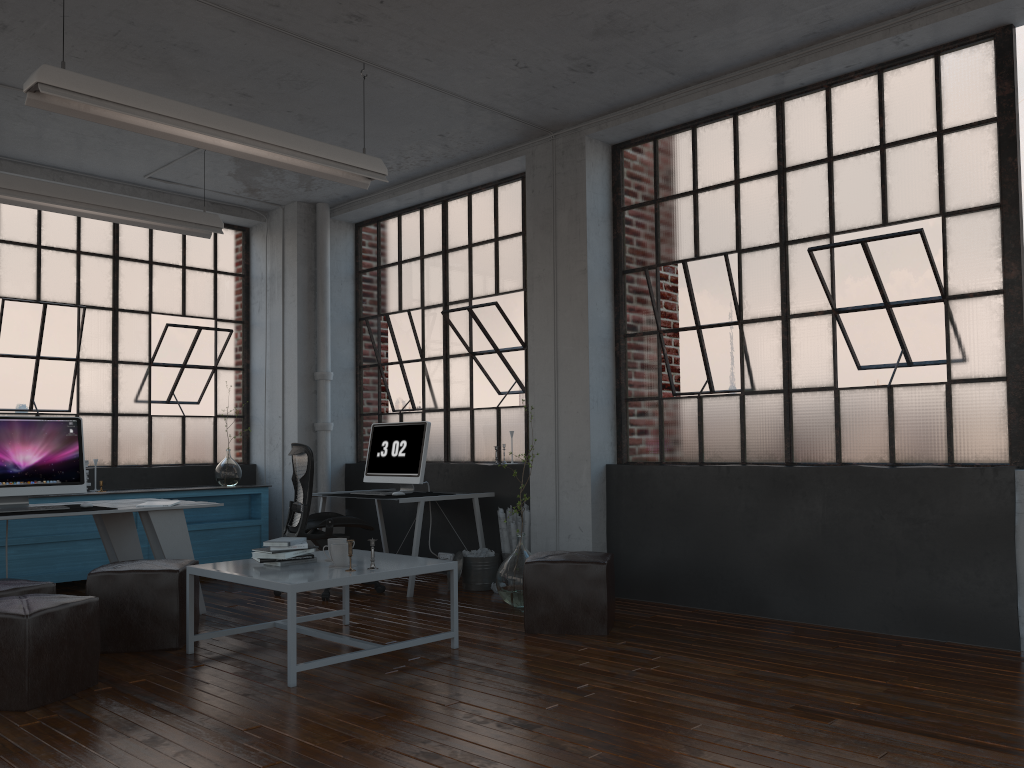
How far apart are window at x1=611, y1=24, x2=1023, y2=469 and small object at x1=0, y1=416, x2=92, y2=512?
3.48m

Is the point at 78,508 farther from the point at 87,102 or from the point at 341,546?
the point at 87,102

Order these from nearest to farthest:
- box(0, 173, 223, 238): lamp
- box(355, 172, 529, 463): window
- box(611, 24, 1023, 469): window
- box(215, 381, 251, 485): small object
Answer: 1. box(611, 24, 1023, 469): window
2. box(0, 173, 223, 238): lamp
3. box(355, 172, 529, 463): window
4. box(215, 381, 251, 485): small object

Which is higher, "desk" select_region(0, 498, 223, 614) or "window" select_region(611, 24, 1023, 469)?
"window" select_region(611, 24, 1023, 469)

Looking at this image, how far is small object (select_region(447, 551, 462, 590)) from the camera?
6.3m

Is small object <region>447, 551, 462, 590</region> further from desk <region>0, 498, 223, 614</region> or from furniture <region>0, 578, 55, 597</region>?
Answer: furniture <region>0, 578, 55, 597</region>

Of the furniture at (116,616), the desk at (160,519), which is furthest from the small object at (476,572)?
the furniture at (116,616)

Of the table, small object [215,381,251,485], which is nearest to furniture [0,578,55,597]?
the table

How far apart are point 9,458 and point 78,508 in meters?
0.5 m

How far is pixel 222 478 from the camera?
7.73m
